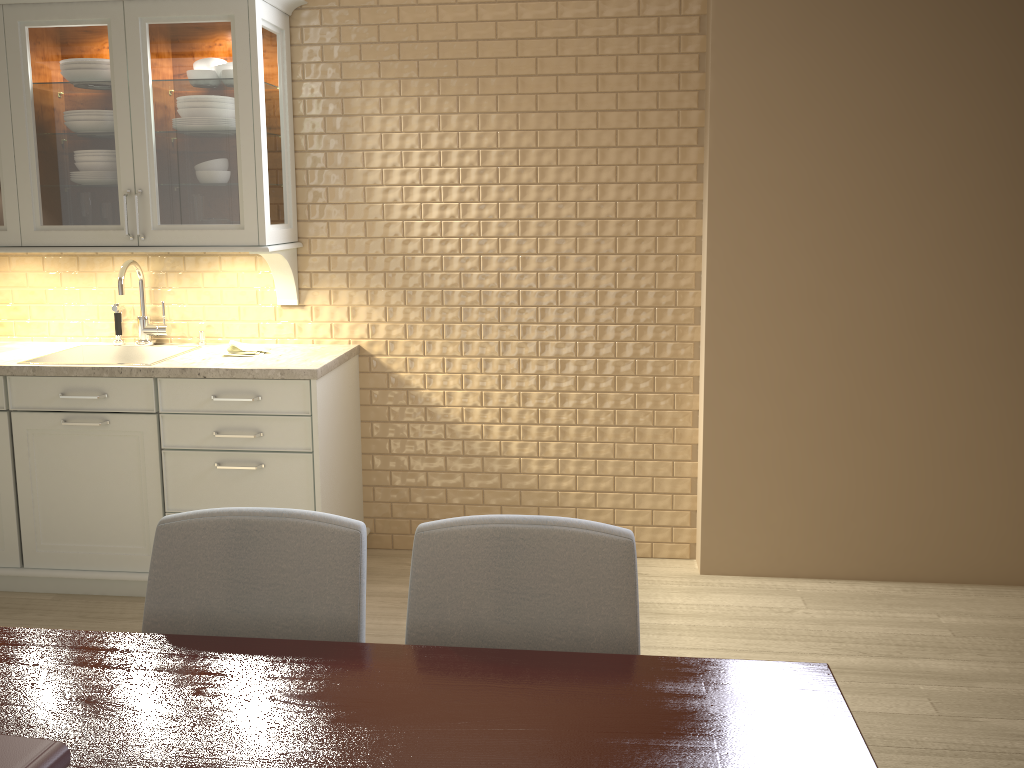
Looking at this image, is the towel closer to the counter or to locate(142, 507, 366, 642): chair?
the counter

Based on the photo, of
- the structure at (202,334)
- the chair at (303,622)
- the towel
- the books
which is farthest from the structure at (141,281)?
the books

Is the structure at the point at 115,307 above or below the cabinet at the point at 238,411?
above

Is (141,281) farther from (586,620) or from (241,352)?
(586,620)

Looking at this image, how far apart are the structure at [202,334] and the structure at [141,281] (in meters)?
0.13

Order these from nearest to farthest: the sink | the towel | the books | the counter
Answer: the books < the counter < the towel < the sink

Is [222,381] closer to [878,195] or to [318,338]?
[318,338]

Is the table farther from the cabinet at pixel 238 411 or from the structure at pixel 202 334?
the structure at pixel 202 334

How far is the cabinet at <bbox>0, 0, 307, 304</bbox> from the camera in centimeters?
293cm

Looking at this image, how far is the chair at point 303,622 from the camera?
1.50m
